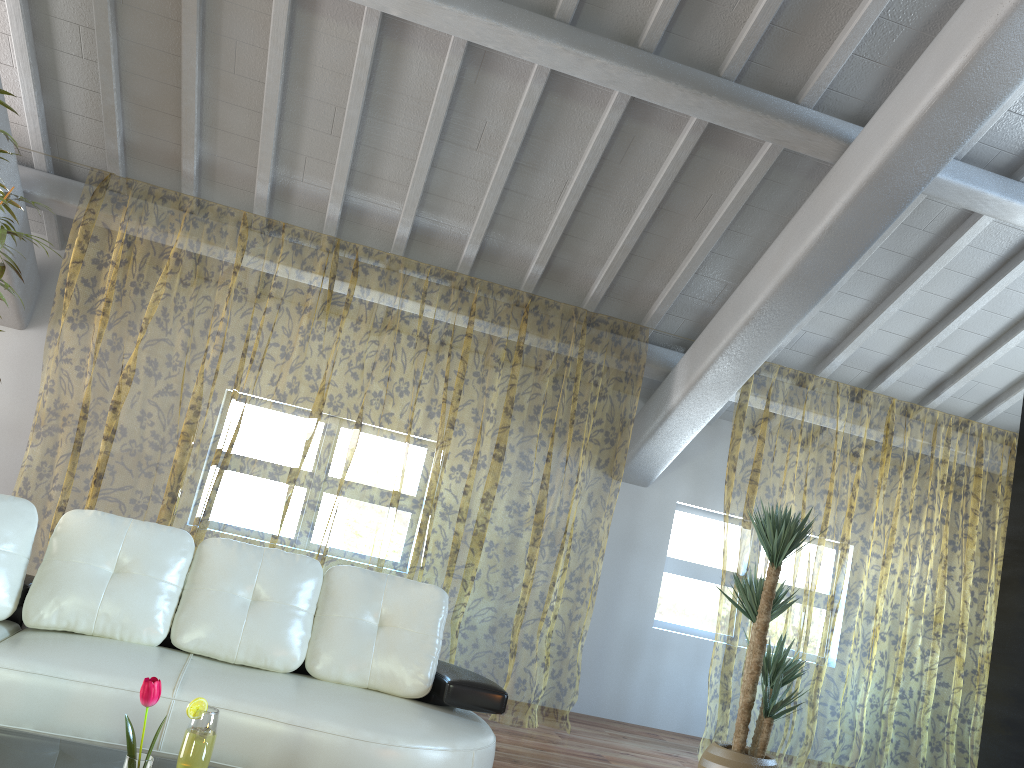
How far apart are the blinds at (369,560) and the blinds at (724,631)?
1.5 meters

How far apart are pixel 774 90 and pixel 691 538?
3.49m

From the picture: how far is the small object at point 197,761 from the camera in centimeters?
208cm

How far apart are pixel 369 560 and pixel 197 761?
8.6m

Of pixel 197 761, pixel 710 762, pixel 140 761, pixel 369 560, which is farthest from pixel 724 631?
pixel 140 761

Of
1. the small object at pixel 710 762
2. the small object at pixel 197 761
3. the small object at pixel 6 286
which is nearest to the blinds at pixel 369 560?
the small object at pixel 6 286

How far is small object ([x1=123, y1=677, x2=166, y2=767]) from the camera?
1.60m

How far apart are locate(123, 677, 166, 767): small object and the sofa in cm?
109

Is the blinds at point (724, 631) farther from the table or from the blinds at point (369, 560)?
the table

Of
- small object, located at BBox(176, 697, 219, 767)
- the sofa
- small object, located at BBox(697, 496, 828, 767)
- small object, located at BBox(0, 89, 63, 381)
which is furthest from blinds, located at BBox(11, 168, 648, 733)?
small object, located at BBox(176, 697, 219, 767)
